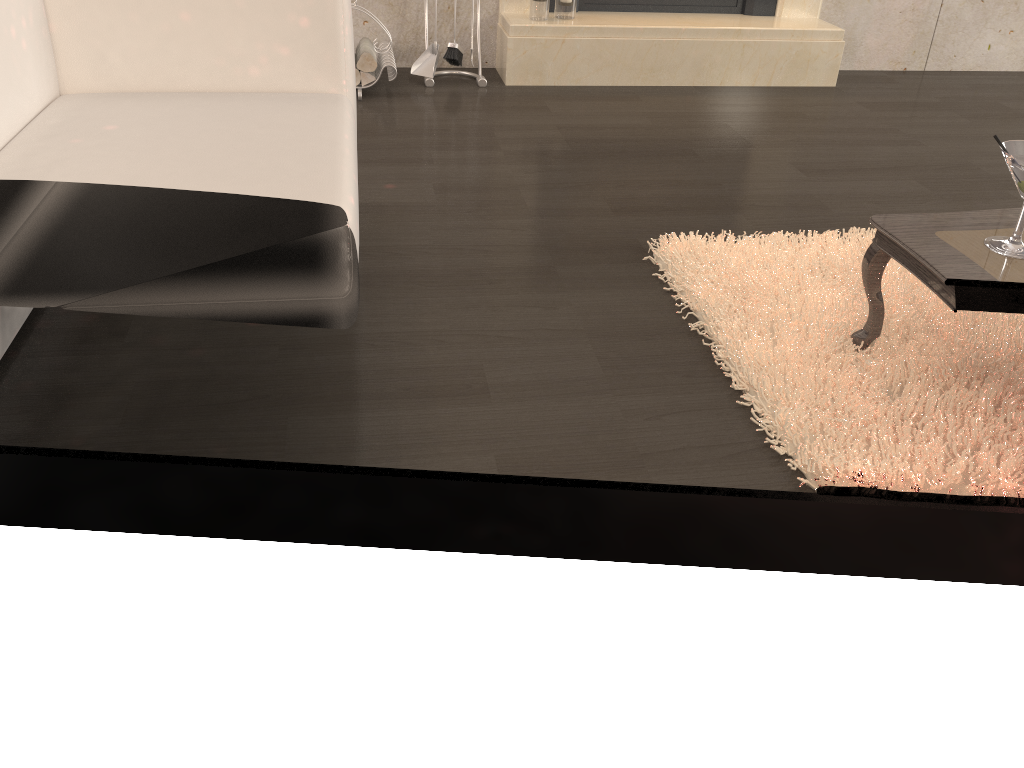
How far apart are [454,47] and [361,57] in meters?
0.4 m

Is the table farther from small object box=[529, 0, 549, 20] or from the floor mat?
small object box=[529, 0, 549, 20]

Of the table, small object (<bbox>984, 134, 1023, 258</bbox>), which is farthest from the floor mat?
small object (<bbox>984, 134, 1023, 258</bbox>)

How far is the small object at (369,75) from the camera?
3.4 meters

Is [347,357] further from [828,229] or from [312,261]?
[828,229]

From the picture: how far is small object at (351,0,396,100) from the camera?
3.38m

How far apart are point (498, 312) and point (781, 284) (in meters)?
0.70

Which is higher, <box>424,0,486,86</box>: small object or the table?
the table

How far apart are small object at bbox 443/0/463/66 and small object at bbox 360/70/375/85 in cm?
37

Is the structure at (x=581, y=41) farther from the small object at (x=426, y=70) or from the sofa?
the sofa
